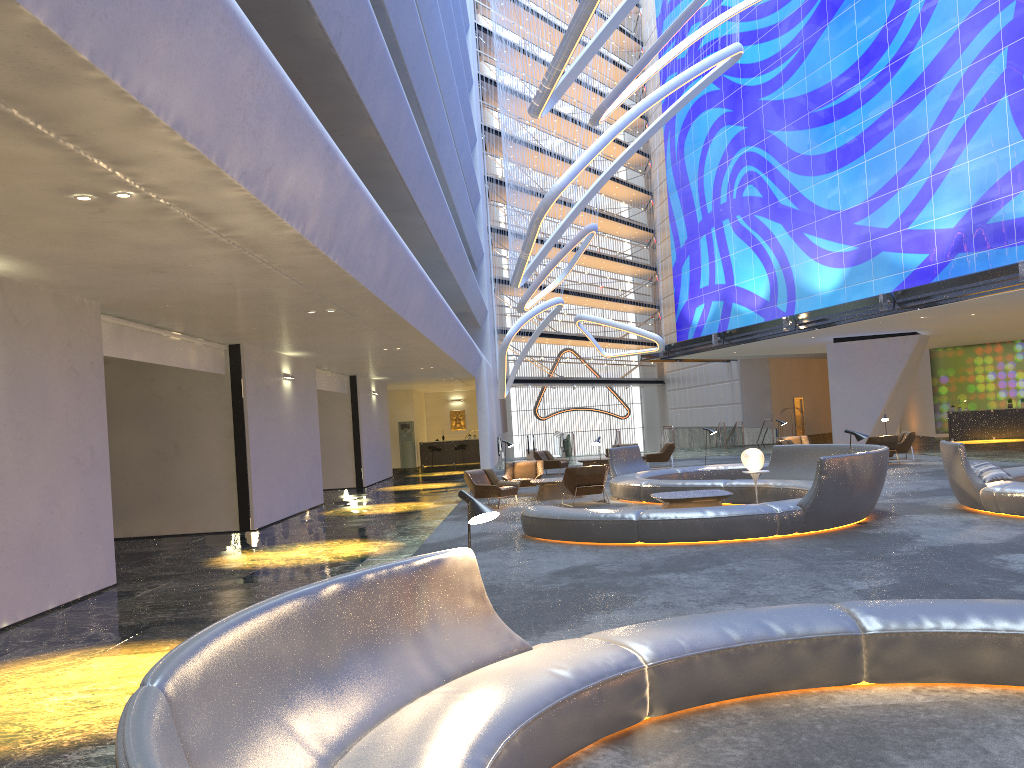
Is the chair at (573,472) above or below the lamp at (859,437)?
below

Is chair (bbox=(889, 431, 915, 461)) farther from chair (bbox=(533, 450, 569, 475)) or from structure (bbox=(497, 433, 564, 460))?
structure (bbox=(497, 433, 564, 460))

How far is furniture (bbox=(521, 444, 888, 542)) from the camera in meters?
11.0

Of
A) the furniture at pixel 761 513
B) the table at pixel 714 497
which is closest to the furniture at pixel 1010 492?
the furniture at pixel 761 513

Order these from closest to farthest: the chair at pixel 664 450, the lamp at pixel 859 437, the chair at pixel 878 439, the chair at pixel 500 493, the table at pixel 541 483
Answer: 1. the lamp at pixel 859 437
2. the chair at pixel 500 493
3. the table at pixel 541 483
4. the chair at pixel 878 439
5. the chair at pixel 664 450

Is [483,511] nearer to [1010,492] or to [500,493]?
[1010,492]

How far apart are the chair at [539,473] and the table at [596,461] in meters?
6.6

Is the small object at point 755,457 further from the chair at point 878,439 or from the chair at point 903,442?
the chair at point 903,442

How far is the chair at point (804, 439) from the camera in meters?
26.1 m

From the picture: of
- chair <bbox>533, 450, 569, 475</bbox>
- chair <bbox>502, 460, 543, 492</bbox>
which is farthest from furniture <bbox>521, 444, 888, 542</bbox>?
chair <bbox>533, 450, 569, 475</bbox>
